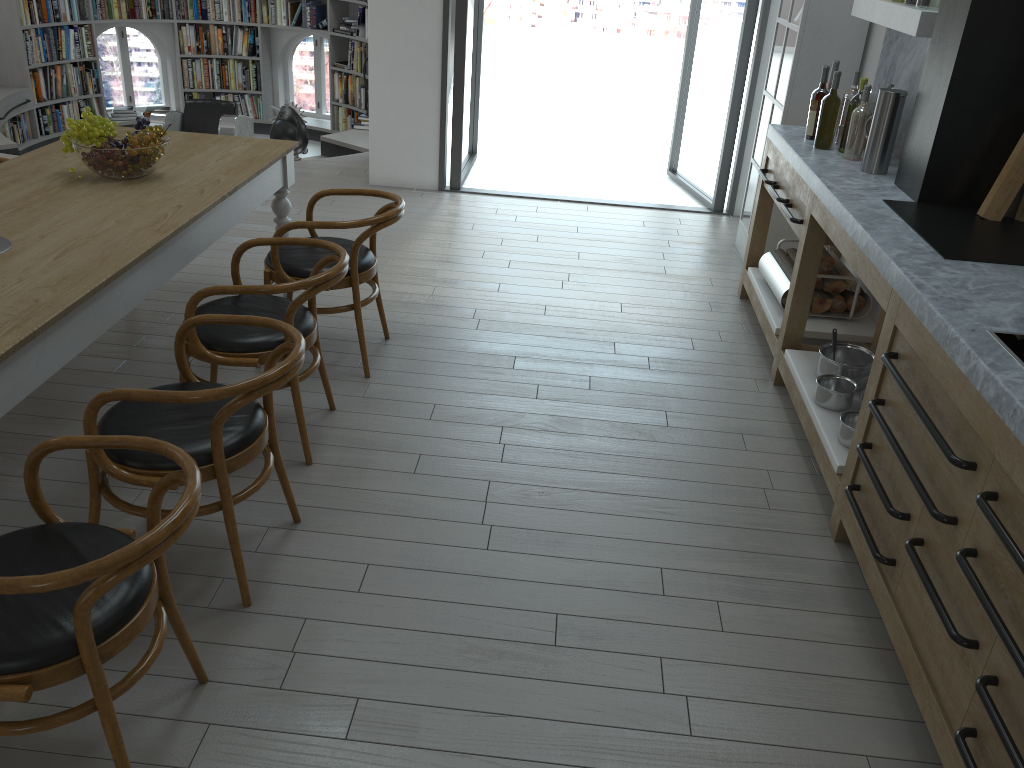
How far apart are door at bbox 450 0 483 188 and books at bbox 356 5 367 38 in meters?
1.4

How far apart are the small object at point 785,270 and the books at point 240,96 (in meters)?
8.05

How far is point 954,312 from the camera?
2.4m

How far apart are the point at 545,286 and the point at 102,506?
2.7m

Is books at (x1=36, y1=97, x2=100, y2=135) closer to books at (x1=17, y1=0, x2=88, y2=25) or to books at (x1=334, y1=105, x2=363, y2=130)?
books at (x1=17, y1=0, x2=88, y2=25)

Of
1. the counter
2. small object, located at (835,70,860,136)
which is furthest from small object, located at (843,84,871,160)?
small object, located at (835,70,860,136)

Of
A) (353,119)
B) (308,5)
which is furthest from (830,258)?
(308,5)

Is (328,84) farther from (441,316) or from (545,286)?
(441,316)

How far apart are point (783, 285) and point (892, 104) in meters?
0.9

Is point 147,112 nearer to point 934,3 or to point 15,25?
point 15,25
